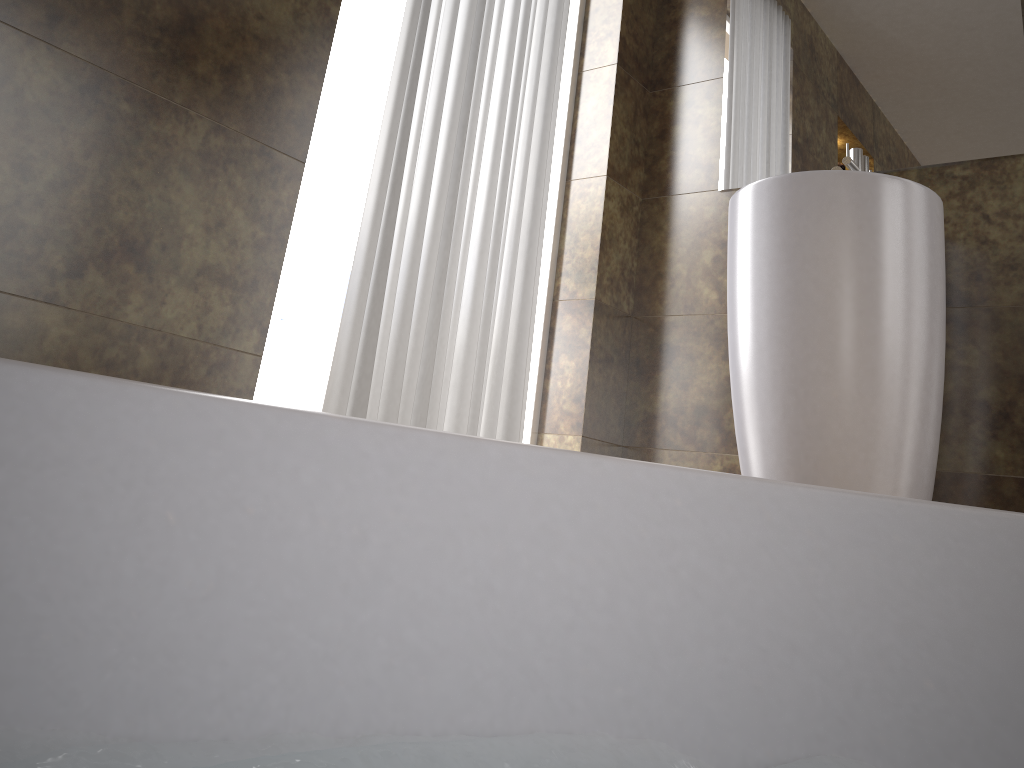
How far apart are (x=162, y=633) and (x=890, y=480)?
1.6m

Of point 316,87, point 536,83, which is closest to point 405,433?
point 316,87

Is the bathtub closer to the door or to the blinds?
the blinds

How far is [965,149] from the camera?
2.0 meters

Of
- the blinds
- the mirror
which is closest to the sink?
the mirror

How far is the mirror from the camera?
2.0m

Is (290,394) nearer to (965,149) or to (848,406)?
(848,406)

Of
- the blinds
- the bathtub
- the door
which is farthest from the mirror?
the bathtub

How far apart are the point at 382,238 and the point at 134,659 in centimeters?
134cm

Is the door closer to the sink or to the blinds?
the blinds
